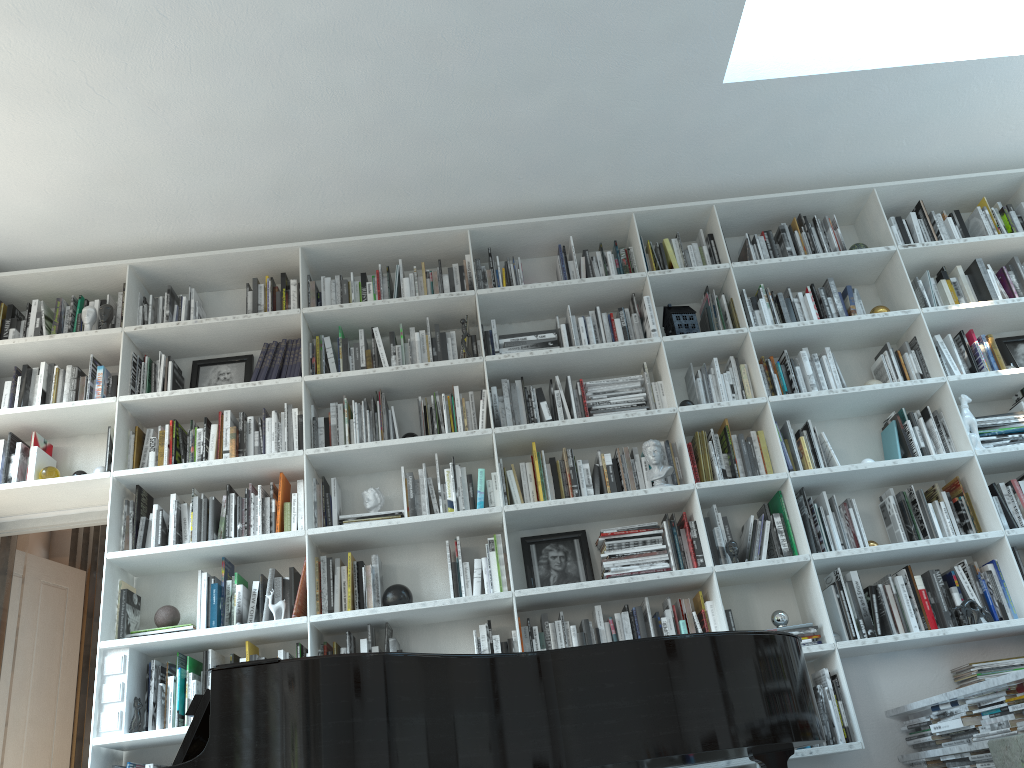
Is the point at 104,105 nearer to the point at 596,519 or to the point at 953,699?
the point at 596,519

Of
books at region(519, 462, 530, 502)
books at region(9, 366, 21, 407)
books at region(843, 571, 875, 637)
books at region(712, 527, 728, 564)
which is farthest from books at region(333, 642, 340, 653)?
books at region(843, 571, 875, 637)

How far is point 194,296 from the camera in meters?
4.5 m

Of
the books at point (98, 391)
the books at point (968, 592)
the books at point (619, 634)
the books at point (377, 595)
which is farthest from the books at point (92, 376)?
the books at point (968, 592)

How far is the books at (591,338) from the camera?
4.3 meters

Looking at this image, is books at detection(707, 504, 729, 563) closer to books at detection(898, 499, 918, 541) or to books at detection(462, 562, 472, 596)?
books at detection(898, 499, 918, 541)

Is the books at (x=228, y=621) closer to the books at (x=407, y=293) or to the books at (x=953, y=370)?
the books at (x=407, y=293)

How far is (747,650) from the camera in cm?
243

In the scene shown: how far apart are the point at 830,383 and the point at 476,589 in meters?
1.9

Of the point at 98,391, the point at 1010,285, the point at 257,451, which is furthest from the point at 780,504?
the point at 98,391
